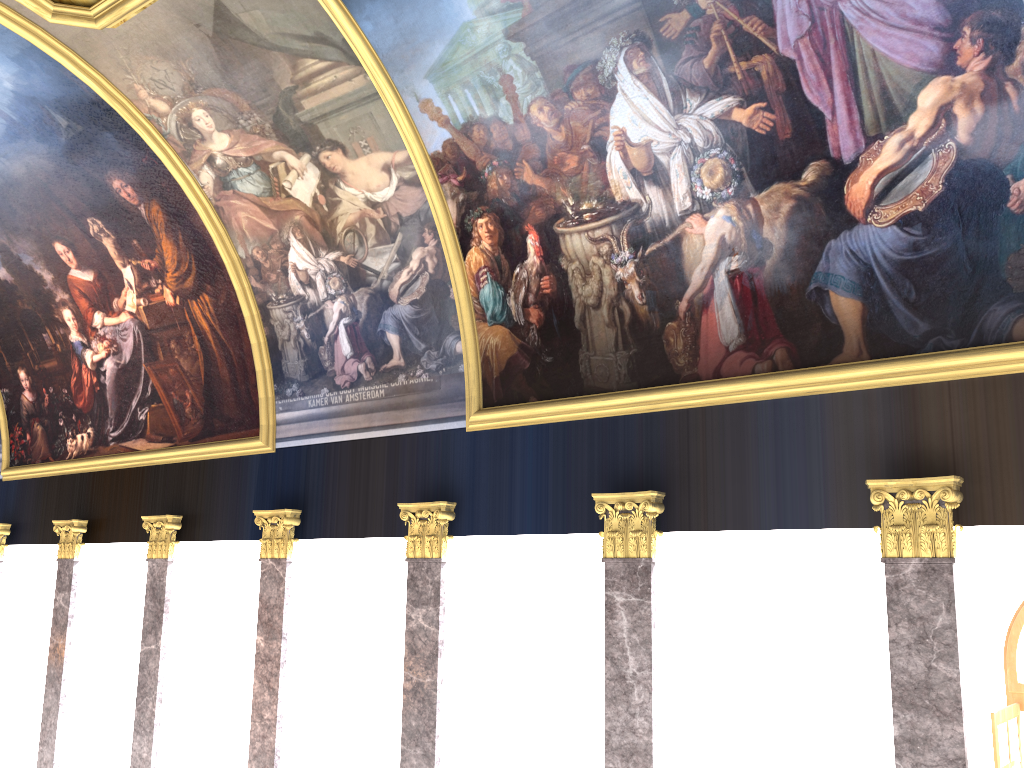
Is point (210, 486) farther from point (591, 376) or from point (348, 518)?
point (591, 376)
